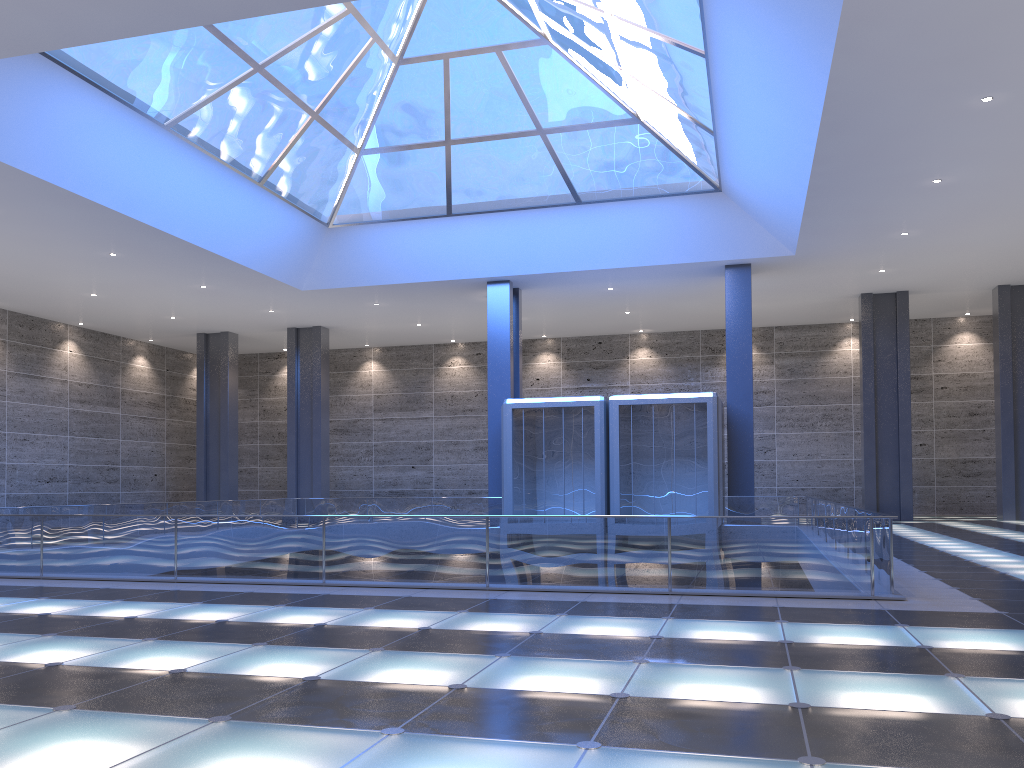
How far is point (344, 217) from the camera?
31.8 meters
